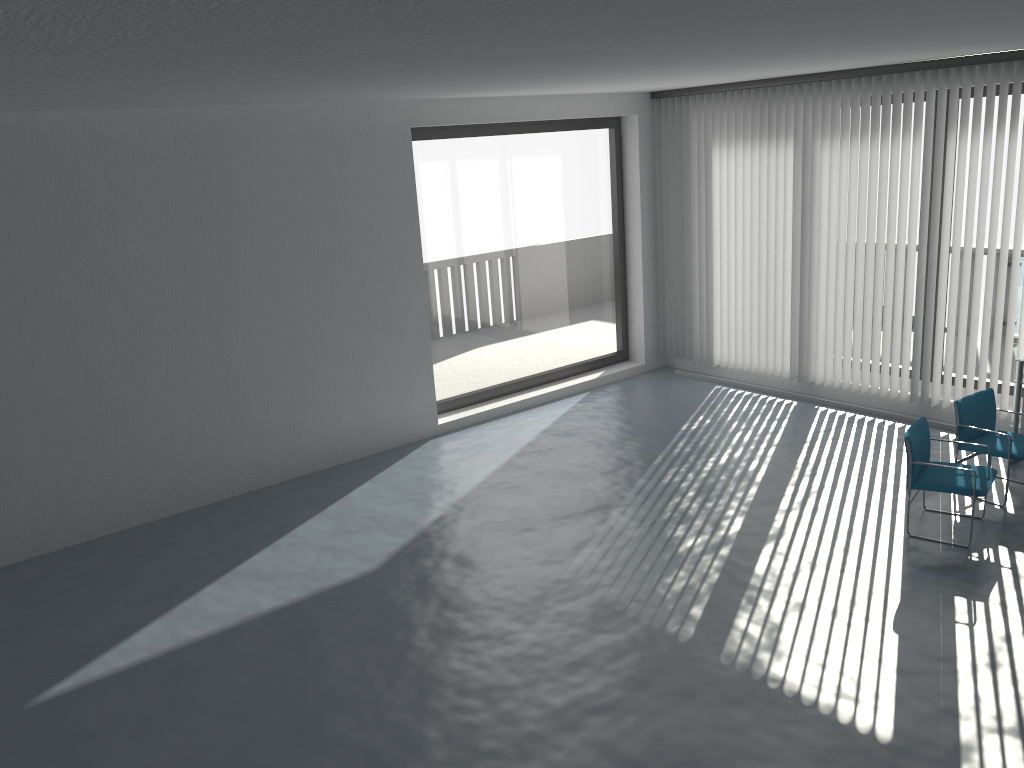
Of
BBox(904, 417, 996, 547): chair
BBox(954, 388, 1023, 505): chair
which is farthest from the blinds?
BBox(904, 417, 996, 547): chair

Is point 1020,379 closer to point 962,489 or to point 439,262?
point 962,489

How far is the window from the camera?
8.9 meters

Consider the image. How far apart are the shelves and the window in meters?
4.6

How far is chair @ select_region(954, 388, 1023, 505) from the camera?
6.3 meters

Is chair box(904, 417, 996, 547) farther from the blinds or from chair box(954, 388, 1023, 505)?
the blinds

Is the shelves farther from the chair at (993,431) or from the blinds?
the blinds

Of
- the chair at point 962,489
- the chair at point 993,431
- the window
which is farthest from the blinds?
the chair at point 962,489

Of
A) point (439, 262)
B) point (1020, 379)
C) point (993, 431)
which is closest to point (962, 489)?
point (993, 431)

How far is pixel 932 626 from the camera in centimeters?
497cm
